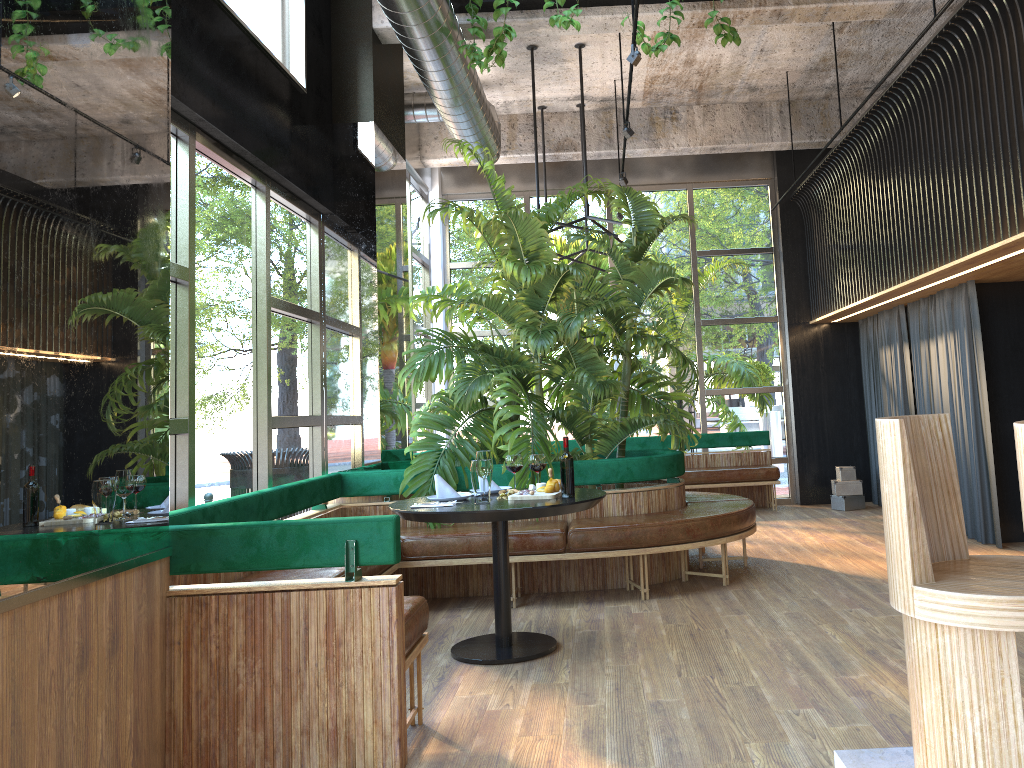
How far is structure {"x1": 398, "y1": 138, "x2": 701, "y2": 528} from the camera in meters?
5.9 m

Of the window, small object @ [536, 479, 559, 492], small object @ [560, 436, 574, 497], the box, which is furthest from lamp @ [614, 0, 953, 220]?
the box

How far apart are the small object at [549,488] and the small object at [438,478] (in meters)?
0.43

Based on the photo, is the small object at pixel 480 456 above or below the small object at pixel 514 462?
above

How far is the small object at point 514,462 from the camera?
4.8m

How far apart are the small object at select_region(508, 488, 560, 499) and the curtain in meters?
4.0

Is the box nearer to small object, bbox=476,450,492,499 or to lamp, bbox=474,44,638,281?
lamp, bbox=474,44,638,281

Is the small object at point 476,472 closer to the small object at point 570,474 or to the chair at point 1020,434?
the small object at point 570,474

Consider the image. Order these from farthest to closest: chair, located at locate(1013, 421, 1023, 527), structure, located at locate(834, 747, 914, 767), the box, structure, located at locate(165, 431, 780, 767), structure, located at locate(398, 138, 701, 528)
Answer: the box < structure, located at locate(398, 138, 701, 528) < structure, located at locate(165, 431, 780, 767) < structure, located at locate(834, 747, 914, 767) < chair, located at locate(1013, 421, 1023, 527)

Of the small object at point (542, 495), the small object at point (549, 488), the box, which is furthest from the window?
the small object at point (549, 488)
